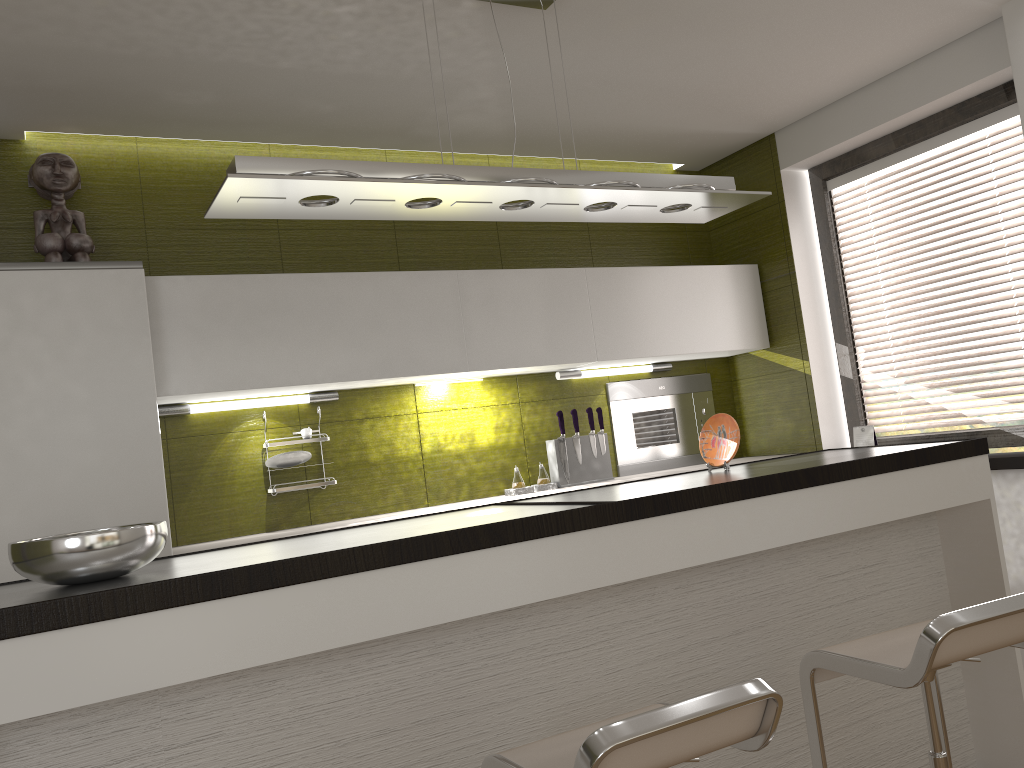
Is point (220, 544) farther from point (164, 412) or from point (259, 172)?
point (259, 172)

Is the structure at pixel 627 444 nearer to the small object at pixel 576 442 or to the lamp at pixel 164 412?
the small object at pixel 576 442

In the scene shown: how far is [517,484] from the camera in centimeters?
395cm

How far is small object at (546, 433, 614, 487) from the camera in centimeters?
405cm

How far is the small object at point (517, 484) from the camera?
3.95m

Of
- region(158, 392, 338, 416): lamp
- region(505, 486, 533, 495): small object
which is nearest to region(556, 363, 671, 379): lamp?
region(505, 486, 533, 495): small object

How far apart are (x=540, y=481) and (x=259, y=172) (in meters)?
2.23

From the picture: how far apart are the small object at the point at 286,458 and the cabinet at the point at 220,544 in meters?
0.3

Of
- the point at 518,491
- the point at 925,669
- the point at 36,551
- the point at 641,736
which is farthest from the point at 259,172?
the point at 518,491

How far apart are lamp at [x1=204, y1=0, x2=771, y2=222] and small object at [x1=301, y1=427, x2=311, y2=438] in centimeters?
138cm
